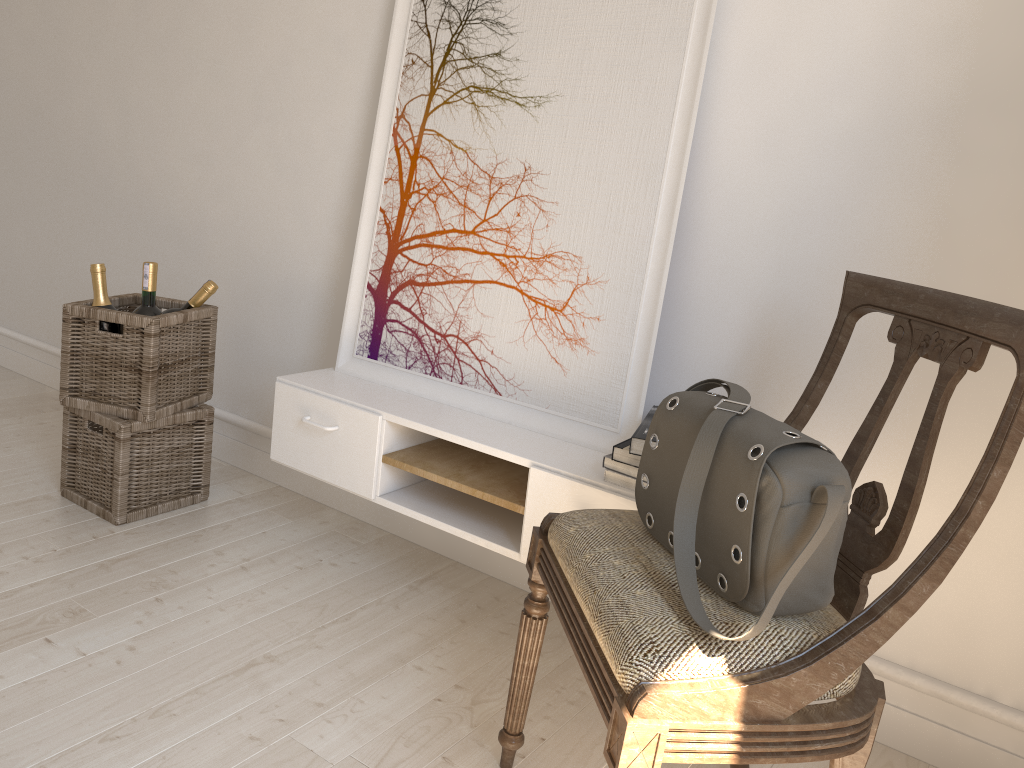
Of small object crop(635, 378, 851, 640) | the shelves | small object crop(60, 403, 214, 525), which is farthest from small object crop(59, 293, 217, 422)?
small object crop(635, 378, 851, 640)

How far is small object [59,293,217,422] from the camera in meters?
2.2 m

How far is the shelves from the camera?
1.73m

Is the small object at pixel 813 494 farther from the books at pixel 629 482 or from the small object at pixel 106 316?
the small object at pixel 106 316

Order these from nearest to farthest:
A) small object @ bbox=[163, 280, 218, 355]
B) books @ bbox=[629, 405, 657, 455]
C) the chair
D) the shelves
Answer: the chair, books @ bbox=[629, 405, 657, 455], the shelves, small object @ bbox=[163, 280, 218, 355]

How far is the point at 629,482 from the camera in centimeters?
164cm

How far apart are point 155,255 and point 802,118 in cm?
213

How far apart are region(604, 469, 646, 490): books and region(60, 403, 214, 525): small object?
1.3m

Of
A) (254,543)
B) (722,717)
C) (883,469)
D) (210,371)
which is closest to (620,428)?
(883,469)

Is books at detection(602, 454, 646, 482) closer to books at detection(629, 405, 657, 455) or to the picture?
books at detection(629, 405, 657, 455)
